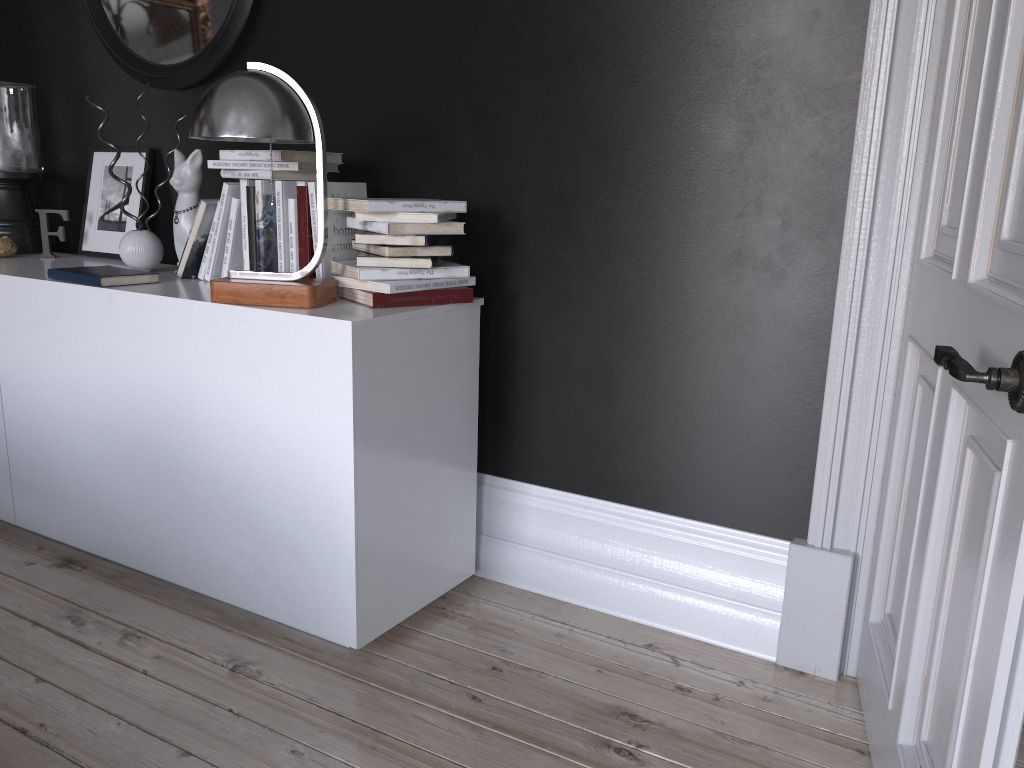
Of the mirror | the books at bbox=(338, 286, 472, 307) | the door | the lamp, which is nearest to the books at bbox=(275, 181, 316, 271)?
the lamp

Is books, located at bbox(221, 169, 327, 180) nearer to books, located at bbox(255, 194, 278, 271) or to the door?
books, located at bbox(255, 194, 278, 271)

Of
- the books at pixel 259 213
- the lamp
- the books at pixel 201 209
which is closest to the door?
the lamp

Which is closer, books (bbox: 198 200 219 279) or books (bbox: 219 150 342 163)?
books (bbox: 219 150 342 163)

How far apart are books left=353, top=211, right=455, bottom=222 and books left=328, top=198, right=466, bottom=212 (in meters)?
0.02

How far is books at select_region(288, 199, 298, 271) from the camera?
2.50m

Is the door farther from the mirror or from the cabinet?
the mirror

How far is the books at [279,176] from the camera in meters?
2.5

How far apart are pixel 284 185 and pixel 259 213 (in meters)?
0.11

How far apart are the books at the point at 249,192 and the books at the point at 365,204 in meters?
0.3 m
